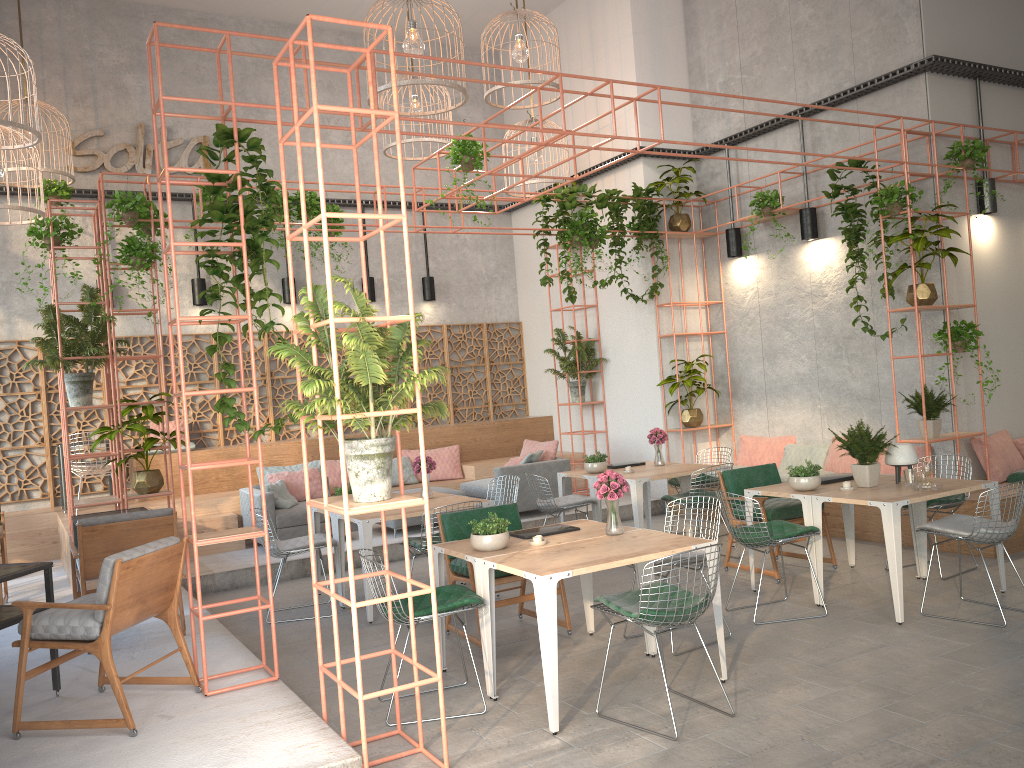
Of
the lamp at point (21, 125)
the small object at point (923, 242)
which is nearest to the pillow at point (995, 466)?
the small object at point (923, 242)

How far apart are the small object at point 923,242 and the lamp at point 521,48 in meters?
4.2

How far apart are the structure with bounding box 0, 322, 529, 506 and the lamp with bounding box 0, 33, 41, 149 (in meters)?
4.12

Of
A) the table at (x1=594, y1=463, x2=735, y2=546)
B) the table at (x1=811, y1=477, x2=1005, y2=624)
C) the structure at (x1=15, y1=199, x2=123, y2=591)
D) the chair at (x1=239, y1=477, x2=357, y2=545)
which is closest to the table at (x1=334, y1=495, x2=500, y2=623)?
the table at (x1=594, y1=463, x2=735, y2=546)

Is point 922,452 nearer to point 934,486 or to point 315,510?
point 934,486

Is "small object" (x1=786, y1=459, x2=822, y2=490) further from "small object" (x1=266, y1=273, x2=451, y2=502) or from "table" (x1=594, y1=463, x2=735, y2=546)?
"small object" (x1=266, y1=273, x2=451, y2=502)

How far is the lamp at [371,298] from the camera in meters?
13.1

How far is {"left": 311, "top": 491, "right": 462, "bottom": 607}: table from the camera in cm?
816

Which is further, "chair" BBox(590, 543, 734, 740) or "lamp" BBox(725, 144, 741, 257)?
"lamp" BBox(725, 144, 741, 257)

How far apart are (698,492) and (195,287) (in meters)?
7.35
